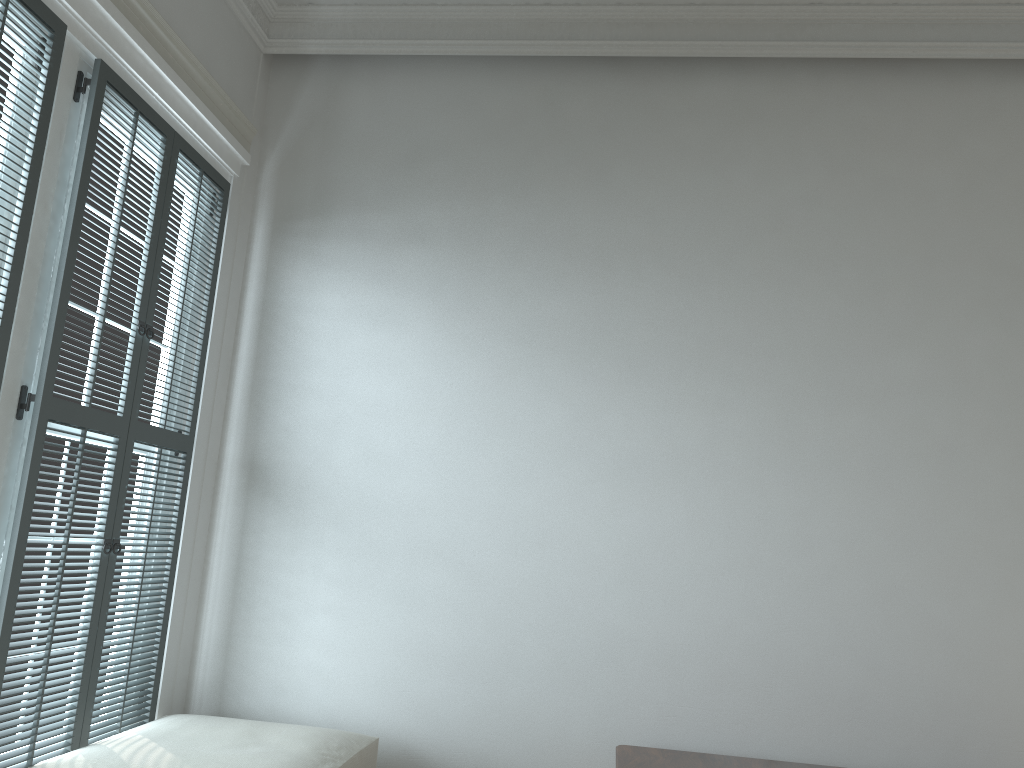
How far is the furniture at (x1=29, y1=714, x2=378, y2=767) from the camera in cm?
243

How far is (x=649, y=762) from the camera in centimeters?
271cm

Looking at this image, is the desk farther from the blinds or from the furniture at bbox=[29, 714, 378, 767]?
the blinds

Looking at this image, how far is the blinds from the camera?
2.3 meters

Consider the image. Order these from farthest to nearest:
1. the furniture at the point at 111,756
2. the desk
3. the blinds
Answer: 1. the desk
2. the furniture at the point at 111,756
3. the blinds

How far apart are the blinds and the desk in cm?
155

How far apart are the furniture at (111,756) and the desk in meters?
0.8

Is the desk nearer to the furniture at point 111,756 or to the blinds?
the furniture at point 111,756

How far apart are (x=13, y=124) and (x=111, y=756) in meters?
1.7 m

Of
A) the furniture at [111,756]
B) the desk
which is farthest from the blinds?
the desk
